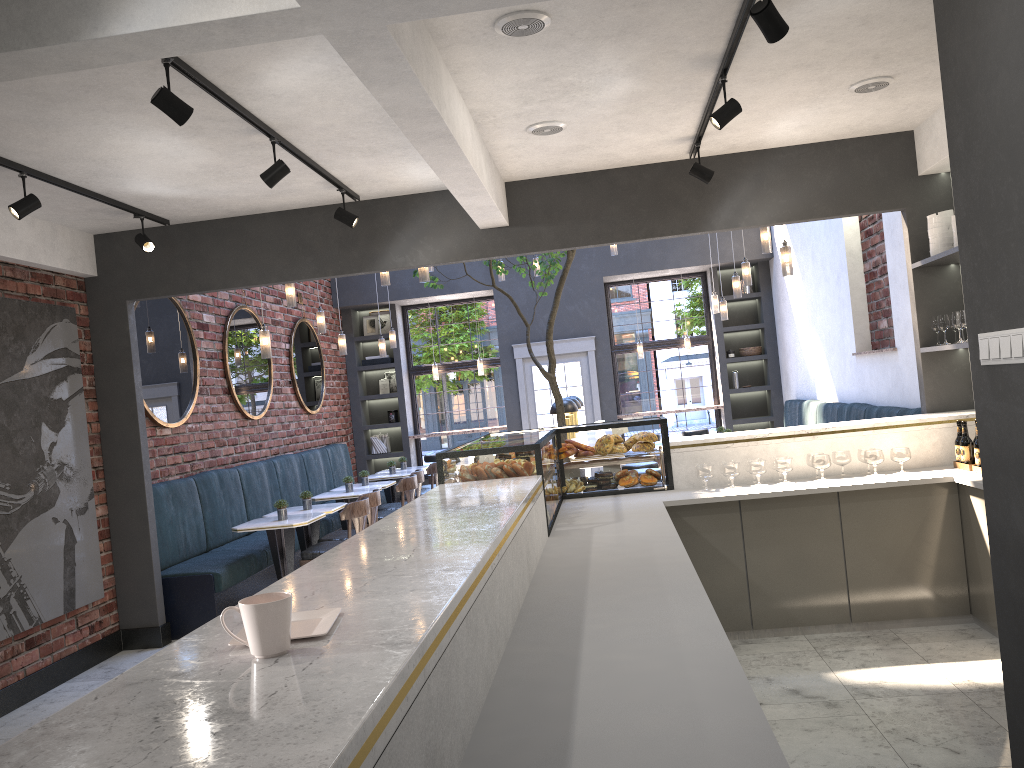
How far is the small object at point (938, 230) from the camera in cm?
551

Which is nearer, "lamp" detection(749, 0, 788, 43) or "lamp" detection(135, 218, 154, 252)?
"lamp" detection(749, 0, 788, 43)

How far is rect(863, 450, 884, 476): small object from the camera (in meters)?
5.15

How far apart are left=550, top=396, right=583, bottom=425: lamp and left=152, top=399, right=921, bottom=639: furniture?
2.5m

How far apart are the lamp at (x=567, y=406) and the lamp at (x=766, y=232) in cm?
212

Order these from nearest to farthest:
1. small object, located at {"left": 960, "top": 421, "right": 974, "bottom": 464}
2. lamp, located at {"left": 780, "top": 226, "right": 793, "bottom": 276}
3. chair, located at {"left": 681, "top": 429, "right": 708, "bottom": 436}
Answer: small object, located at {"left": 960, "top": 421, "right": 974, "bottom": 464}, lamp, located at {"left": 780, "top": 226, "right": 793, "bottom": 276}, chair, located at {"left": 681, "top": 429, "right": 708, "bottom": 436}

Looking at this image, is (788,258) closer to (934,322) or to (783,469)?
(934,322)

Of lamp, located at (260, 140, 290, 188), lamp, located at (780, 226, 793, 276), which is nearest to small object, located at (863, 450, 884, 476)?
lamp, located at (780, 226, 793, 276)

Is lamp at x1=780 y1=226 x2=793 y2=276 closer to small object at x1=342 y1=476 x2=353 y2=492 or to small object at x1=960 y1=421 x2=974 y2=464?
small object at x1=960 y1=421 x2=974 y2=464

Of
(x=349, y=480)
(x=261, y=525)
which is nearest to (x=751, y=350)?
(x=349, y=480)
